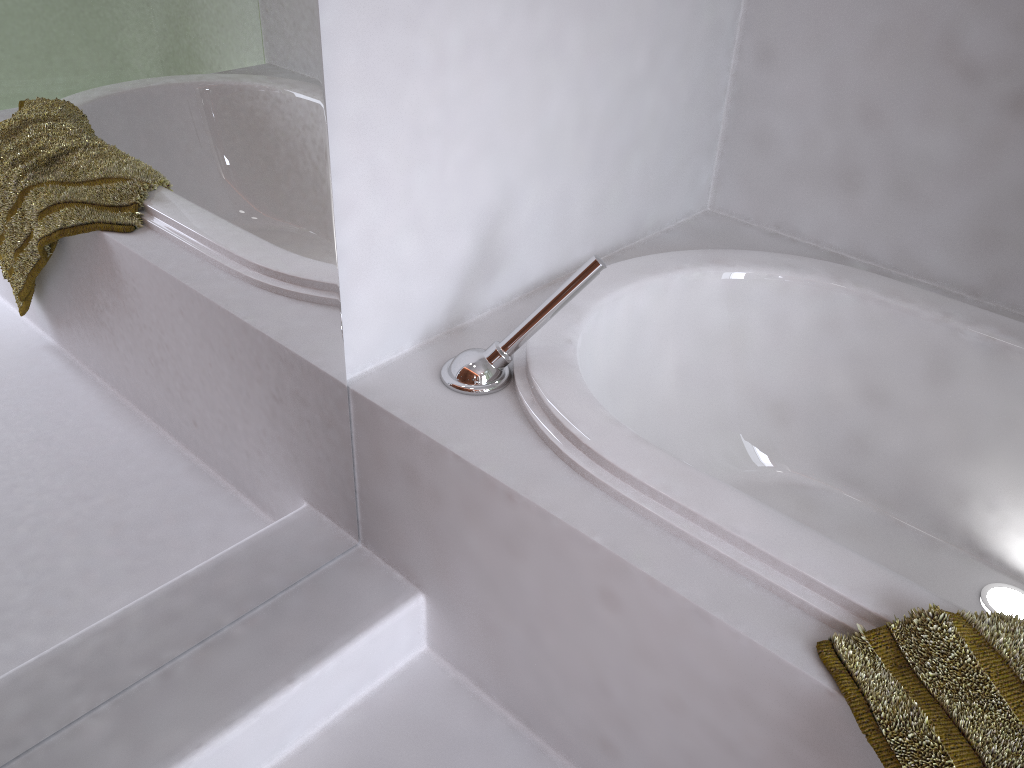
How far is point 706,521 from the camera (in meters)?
1.09

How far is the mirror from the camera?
0.9 meters

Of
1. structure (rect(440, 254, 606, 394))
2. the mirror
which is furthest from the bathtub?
the mirror

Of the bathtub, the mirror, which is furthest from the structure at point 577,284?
the mirror

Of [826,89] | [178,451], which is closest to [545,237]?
[826,89]

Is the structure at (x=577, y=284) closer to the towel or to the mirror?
the mirror

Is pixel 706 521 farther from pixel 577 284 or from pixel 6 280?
pixel 6 280

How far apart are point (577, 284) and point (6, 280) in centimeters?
73cm

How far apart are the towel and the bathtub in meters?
0.0

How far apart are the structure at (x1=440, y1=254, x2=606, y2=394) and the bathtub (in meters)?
0.01
